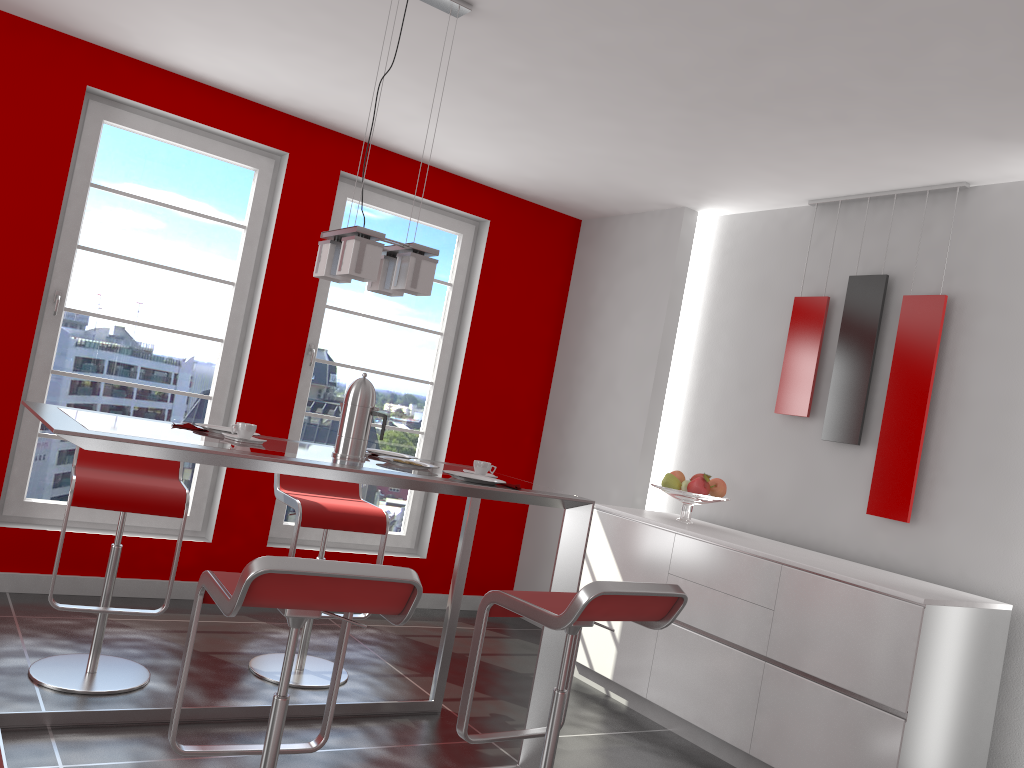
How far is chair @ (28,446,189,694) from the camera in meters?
3.1 m

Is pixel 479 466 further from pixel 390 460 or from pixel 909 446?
pixel 909 446

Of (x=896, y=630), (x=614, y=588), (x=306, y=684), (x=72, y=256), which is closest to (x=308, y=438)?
(x=72, y=256)

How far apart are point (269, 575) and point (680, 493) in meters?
2.7

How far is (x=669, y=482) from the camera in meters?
4.3 m

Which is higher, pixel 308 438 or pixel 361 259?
pixel 361 259

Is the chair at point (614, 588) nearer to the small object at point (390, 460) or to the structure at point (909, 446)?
the small object at point (390, 460)

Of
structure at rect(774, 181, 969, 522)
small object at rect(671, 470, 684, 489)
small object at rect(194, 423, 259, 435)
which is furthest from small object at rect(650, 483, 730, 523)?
small object at rect(194, 423, 259, 435)

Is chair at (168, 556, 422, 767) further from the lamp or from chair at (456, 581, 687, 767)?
the lamp

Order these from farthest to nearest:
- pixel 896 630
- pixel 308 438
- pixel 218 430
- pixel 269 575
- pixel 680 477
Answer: pixel 308 438 → pixel 680 477 → pixel 896 630 → pixel 218 430 → pixel 269 575
